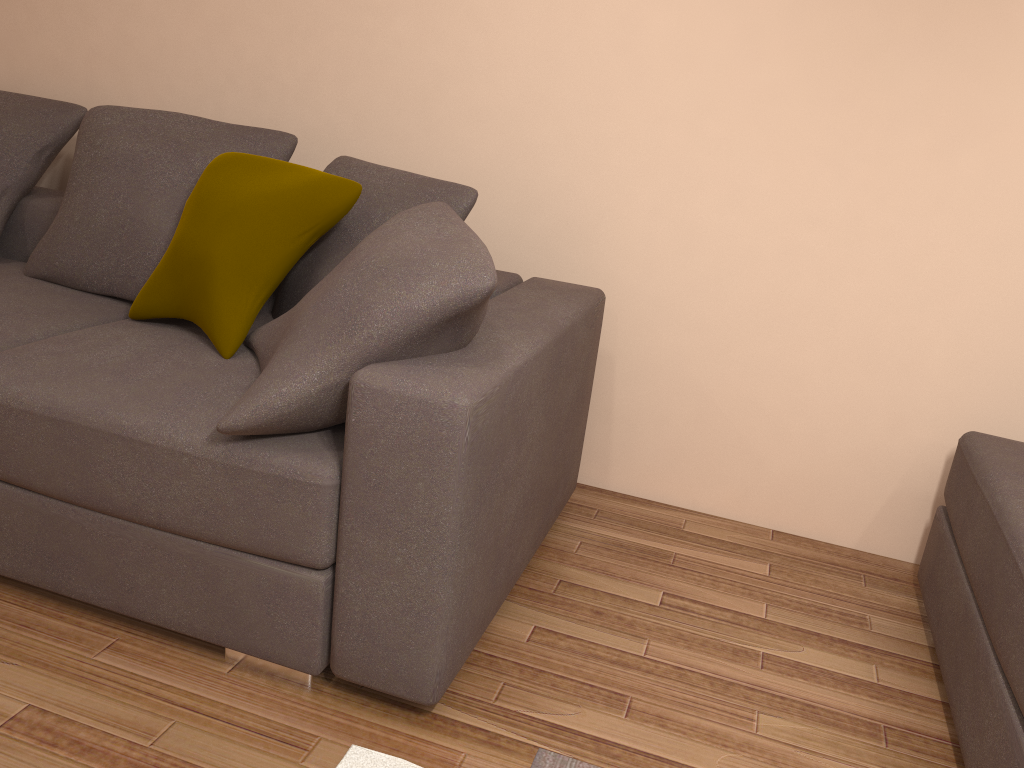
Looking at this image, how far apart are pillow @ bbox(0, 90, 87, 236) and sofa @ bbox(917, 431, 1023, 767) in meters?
3.0 m

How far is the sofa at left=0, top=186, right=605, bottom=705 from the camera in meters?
1.7

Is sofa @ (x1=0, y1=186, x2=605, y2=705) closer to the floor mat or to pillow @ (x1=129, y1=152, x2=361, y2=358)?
pillow @ (x1=129, y1=152, x2=361, y2=358)

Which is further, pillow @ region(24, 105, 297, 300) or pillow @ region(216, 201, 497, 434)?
pillow @ region(24, 105, 297, 300)

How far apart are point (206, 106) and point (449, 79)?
1.0 meters

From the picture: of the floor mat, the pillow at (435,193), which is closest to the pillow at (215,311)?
the pillow at (435,193)

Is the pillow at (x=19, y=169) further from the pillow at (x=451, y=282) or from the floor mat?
the floor mat

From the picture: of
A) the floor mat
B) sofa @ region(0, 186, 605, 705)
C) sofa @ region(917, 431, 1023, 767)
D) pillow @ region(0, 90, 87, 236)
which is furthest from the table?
pillow @ region(0, 90, 87, 236)

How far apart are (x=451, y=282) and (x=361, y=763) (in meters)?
0.97

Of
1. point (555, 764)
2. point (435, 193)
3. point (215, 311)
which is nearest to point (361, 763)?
point (555, 764)
